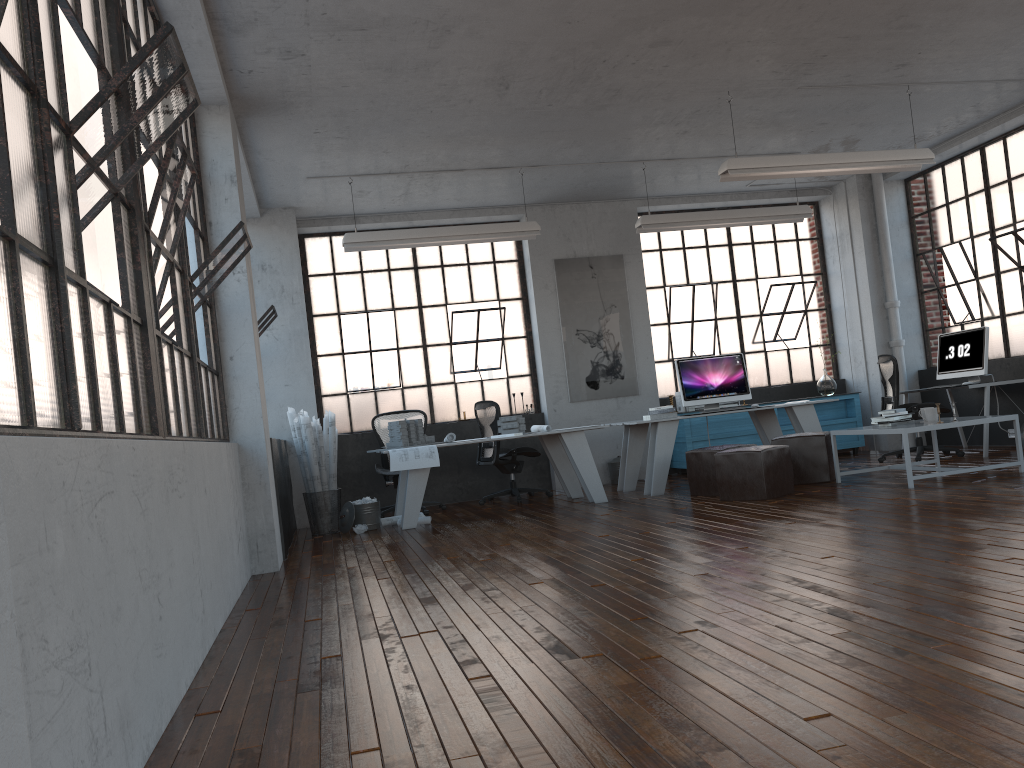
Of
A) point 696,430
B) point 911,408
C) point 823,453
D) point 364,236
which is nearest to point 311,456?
point 364,236

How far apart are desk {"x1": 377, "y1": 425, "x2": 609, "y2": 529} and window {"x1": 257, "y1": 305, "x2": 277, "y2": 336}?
1.9m

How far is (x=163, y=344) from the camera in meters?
3.9 m

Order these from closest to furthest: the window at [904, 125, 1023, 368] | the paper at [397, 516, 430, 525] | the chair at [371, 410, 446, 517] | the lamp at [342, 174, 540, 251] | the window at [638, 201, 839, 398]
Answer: the paper at [397, 516, 430, 525] < the lamp at [342, 174, 540, 251] < the chair at [371, 410, 446, 517] < the window at [904, 125, 1023, 368] < the window at [638, 201, 839, 398]

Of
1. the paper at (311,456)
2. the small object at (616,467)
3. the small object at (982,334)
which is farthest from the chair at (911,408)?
the paper at (311,456)

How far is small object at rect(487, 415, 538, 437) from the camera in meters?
8.4 m

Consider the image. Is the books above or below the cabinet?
above

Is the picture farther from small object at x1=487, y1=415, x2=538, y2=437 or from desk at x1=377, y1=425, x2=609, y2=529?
small object at x1=487, y1=415, x2=538, y2=437

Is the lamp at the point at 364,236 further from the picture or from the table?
the table

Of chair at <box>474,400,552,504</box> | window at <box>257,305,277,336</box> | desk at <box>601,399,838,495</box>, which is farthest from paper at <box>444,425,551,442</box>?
window at <box>257,305,277,336</box>
